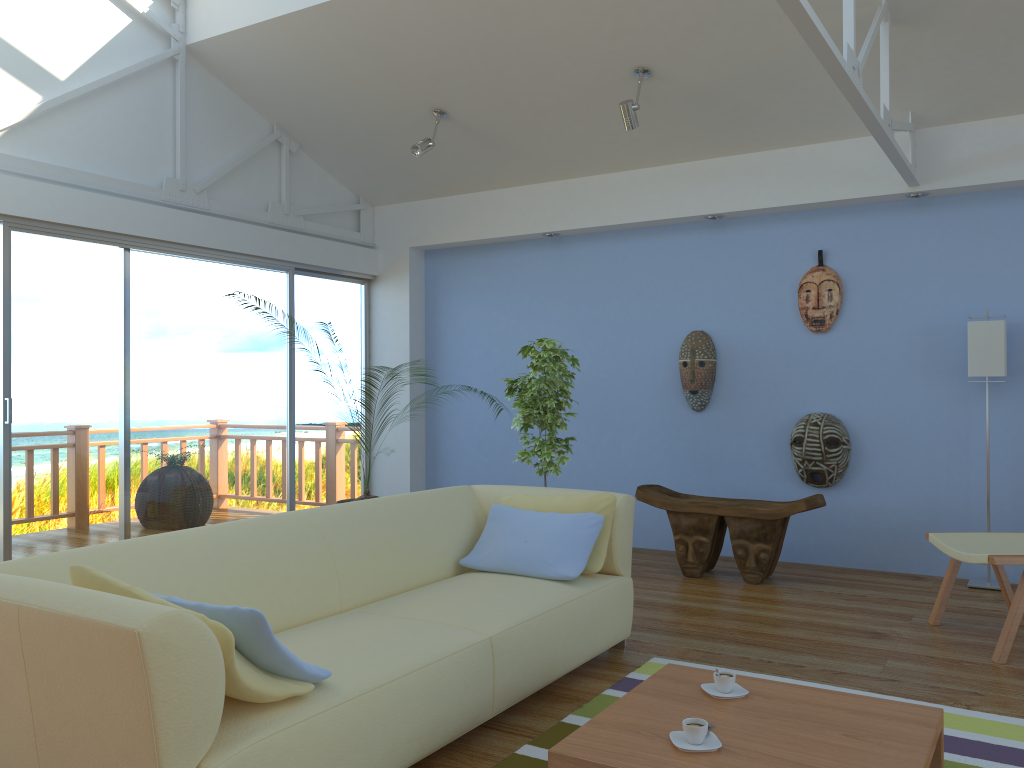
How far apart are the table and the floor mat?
0.2m

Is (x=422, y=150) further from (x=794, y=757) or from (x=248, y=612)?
(x=794, y=757)

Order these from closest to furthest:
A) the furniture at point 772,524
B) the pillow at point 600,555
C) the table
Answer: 1. the table
2. the pillow at point 600,555
3. the furniture at point 772,524

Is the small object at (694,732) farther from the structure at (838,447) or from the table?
the structure at (838,447)

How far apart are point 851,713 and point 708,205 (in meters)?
3.84

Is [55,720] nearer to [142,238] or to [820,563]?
[142,238]

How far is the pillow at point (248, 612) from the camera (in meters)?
2.02

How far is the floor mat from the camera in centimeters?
257cm

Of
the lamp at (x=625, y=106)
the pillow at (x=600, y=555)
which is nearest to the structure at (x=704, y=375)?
A: the lamp at (x=625, y=106)

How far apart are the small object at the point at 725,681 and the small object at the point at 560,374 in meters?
2.6
